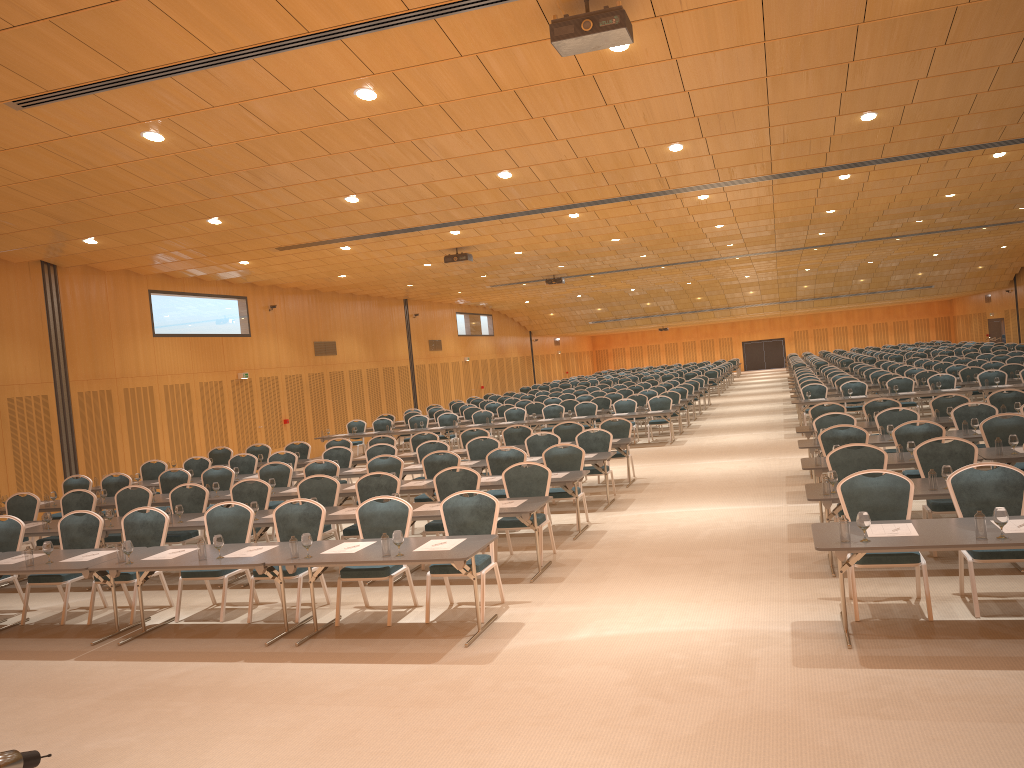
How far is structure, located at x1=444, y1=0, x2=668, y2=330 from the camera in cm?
675

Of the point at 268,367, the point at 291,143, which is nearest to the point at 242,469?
the point at 291,143

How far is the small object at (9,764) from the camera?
1.4m

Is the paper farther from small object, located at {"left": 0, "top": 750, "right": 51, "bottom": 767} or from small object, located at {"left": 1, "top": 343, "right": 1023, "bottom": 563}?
small object, located at {"left": 0, "top": 750, "right": 51, "bottom": 767}

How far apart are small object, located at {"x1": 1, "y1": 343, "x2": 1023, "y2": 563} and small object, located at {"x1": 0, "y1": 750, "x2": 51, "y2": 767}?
5.94m

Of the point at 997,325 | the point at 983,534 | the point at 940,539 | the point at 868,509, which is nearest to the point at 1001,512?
the point at 983,534

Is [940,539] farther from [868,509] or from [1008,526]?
[868,509]

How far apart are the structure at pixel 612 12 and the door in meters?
29.9

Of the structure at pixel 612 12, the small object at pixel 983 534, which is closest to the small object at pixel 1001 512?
the small object at pixel 983 534

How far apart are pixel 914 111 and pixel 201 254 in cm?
1318
